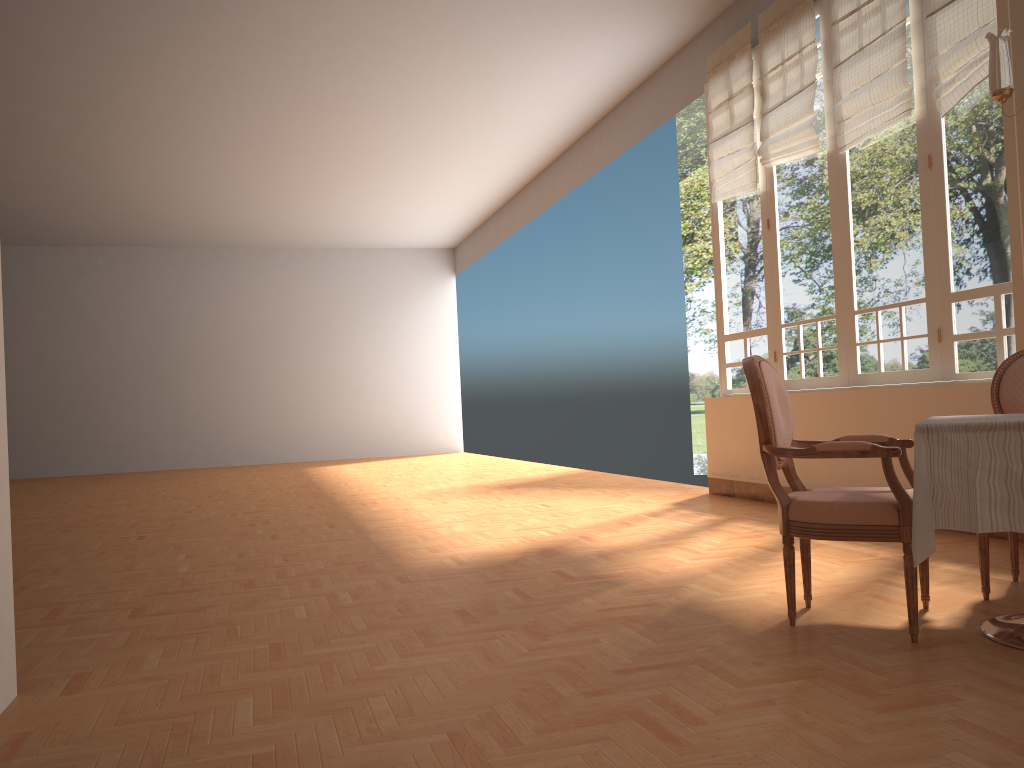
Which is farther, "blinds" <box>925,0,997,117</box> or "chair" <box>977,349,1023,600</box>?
"blinds" <box>925,0,997,117</box>

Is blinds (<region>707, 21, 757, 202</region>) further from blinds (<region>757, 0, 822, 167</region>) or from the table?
the table

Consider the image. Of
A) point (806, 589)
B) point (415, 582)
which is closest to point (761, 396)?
point (806, 589)

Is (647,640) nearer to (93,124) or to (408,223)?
(93,124)

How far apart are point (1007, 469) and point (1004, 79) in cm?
204

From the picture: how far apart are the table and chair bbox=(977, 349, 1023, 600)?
0.34m

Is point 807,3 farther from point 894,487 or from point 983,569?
point 894,487

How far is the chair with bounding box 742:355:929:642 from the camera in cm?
274

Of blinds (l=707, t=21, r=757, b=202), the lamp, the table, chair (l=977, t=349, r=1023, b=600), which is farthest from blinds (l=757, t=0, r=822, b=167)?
the table

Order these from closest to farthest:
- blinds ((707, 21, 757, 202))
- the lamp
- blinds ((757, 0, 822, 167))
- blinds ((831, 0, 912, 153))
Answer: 1. the lamp
2. blinds ((831, 0, 912, 153))
3. blinds ((757, 0, 822, 167))
4. blinds ((707, 21, 757, 202))
